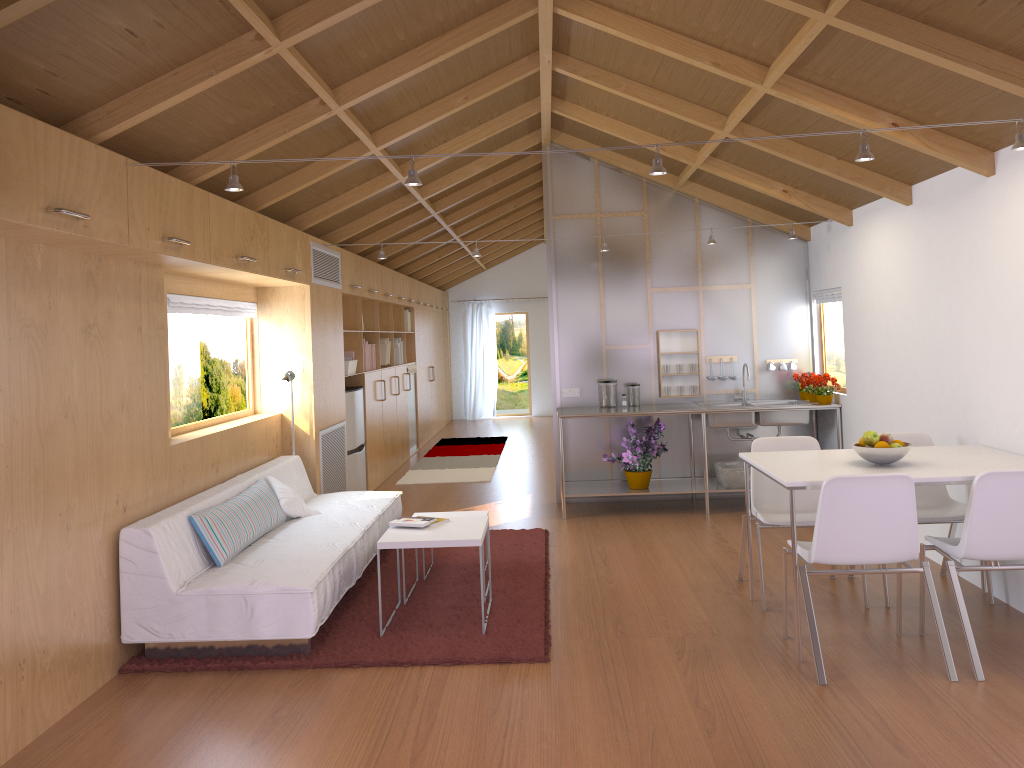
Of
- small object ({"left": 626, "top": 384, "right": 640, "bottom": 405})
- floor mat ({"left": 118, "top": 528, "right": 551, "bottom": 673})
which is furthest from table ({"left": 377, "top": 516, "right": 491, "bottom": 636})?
small object ({"left": 626, "top": 384, "right": 640, "bottom": 405})

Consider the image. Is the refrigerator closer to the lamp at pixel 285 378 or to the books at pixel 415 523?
the lamp at pixel 285 378

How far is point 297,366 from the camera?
6.3m

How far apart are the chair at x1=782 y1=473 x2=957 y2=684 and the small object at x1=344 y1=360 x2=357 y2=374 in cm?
454

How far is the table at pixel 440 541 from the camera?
4.2 meters

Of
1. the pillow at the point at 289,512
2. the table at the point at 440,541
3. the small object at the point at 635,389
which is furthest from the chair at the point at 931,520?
the pillow at the point at 289,512

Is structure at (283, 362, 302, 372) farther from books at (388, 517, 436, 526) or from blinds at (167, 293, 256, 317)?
books at (388, 517, 436, 526)

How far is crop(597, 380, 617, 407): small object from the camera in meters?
7.1 m

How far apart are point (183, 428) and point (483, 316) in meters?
10.1 m

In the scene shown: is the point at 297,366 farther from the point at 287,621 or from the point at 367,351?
the point at 287,621
